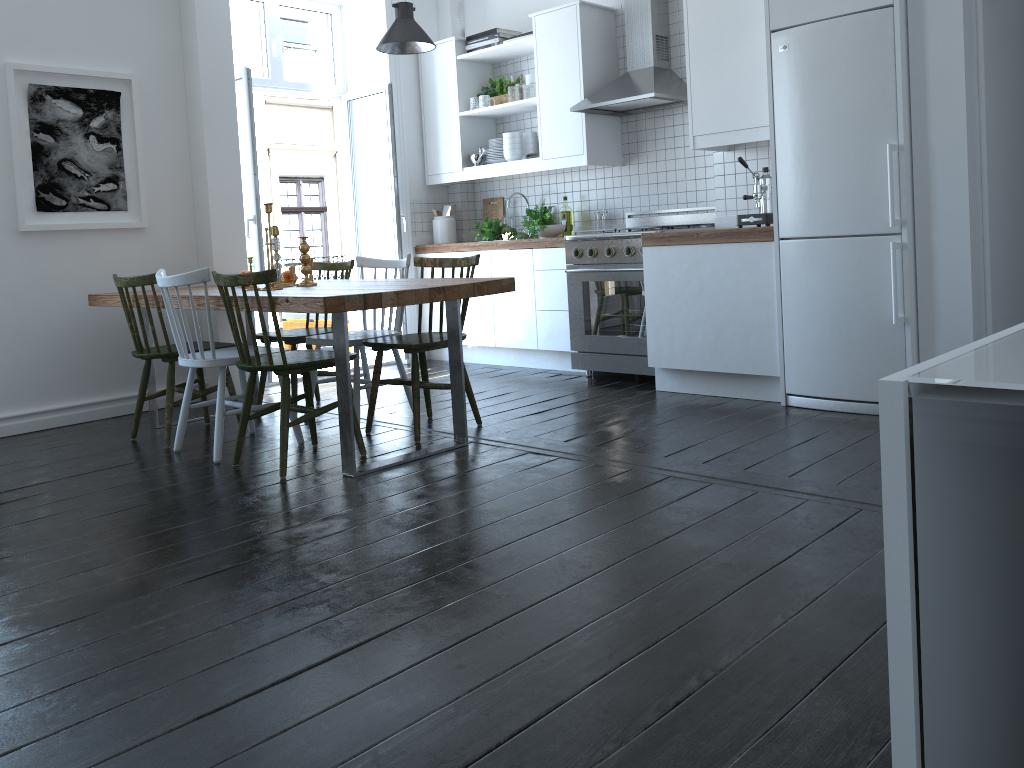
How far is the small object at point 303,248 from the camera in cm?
429

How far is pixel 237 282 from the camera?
3.5 meters

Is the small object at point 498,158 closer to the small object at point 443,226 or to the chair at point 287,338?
the small object at point 443,226

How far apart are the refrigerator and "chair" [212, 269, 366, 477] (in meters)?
2.08

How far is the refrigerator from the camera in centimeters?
380cm

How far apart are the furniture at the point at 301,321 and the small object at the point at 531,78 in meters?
2.7 m

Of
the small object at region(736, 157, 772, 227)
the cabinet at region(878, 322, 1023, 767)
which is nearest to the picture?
the small object at region(736, 157, 772, 227)

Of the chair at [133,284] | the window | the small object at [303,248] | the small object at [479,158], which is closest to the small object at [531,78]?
the small object at [479,158]

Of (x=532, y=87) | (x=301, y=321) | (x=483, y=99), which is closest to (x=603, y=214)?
(x=532, y=87)

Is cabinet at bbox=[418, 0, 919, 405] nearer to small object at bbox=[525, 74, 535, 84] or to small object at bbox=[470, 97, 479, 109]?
small object at bbox=[470, 97, 479, 109]
